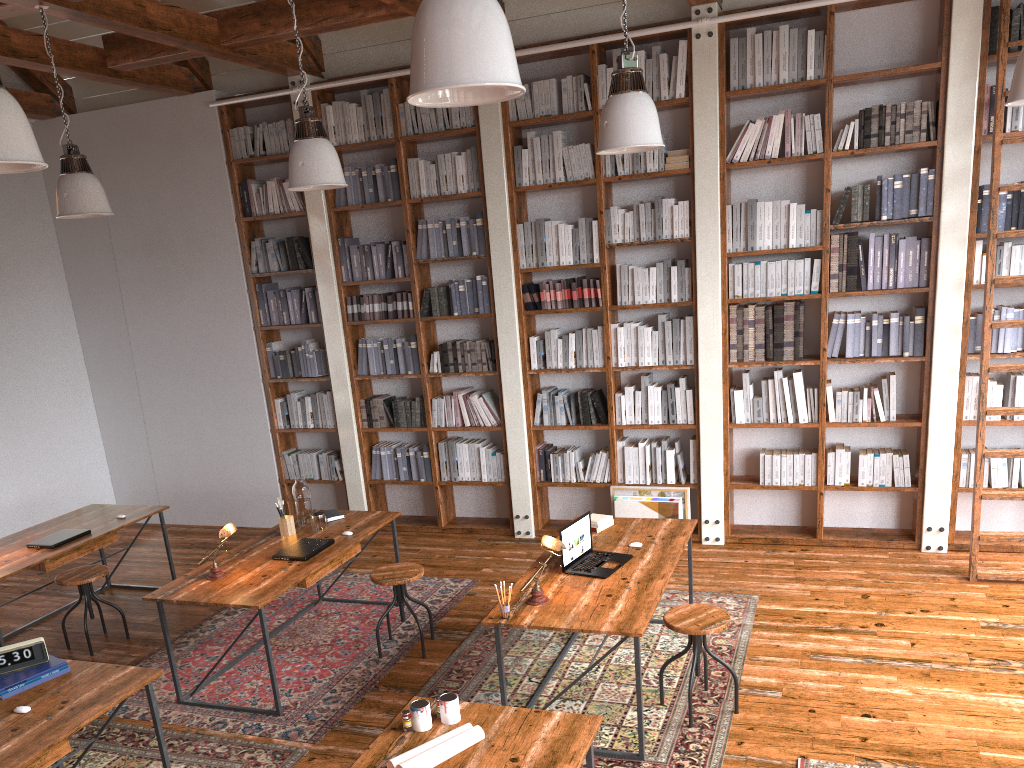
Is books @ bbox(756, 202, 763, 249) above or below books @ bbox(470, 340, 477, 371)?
above

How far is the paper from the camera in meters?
2.7 m

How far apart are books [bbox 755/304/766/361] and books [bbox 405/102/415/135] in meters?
2.9

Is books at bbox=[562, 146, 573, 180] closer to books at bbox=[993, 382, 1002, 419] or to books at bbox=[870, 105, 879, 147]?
books at bbox=[870, 105, 879, 147]

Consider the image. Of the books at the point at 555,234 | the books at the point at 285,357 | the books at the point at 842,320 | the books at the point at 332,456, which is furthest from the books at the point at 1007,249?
the books at the point at 285,357

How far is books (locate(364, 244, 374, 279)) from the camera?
7.0m

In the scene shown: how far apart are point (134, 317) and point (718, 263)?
5.1 meters

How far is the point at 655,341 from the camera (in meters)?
6.39

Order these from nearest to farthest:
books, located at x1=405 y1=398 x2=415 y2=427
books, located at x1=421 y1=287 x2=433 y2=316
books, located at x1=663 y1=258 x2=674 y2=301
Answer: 1. books, located at x1=663 y1=258 x2=674 y2=301
2. books, located at x1=421 y1=287 x2=433 y2=316
3. books, located at x1=405 y1=398 x2=415 y2=427

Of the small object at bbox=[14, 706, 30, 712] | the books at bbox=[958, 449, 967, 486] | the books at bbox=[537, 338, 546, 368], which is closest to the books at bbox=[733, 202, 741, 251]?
the books at bbox=[537, 338, 546, 368]
